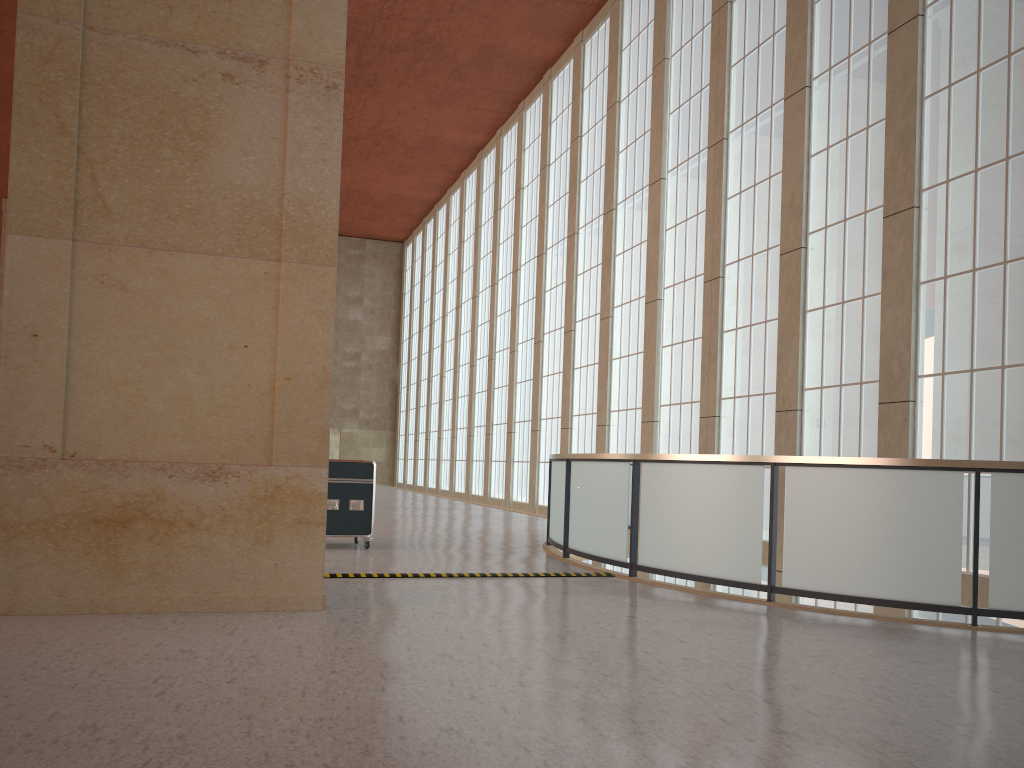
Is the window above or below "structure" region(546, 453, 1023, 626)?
above

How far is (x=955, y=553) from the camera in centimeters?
937cm

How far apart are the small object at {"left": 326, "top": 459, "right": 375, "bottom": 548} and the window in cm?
931

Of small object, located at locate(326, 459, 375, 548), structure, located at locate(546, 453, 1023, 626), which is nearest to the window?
structure, located at locate(546, 453, 1023, 626)

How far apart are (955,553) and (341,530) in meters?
9.5 m

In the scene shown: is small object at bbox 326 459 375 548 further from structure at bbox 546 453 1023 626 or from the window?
the window

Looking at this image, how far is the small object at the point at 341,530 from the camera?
15.0 meters

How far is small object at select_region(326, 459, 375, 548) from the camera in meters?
15.0 m

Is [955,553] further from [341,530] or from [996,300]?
[341,530]

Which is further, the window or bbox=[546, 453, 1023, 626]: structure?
the window
